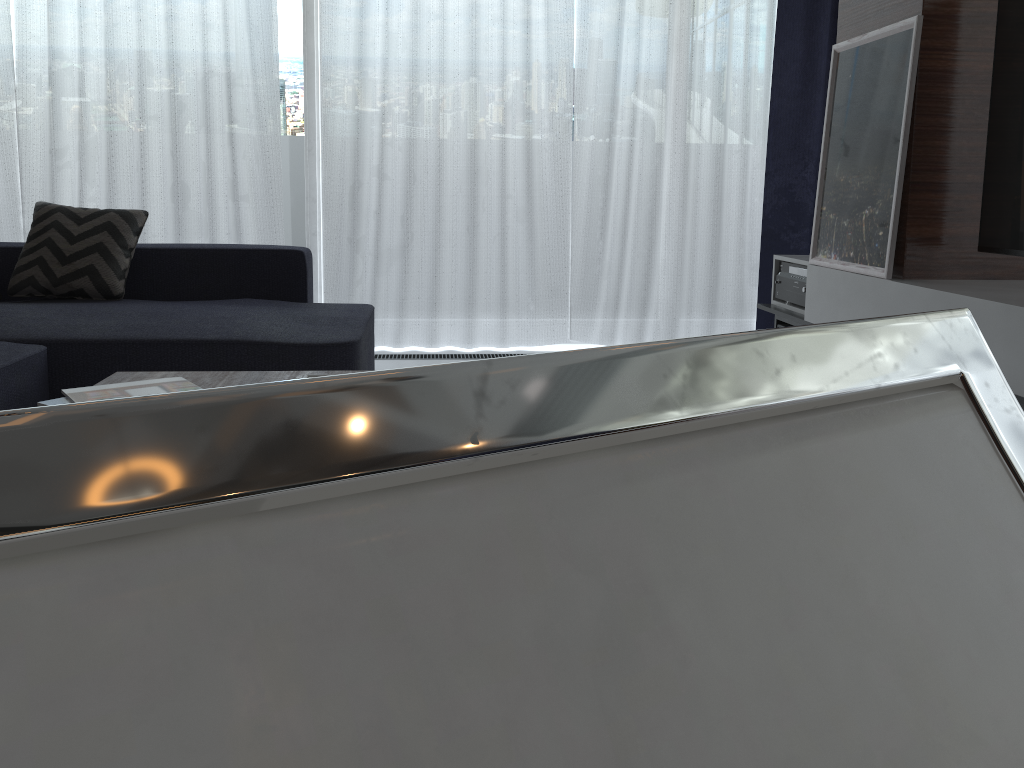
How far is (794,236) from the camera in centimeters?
405cm

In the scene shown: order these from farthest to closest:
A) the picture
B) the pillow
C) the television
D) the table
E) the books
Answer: the pillow < the picture < the television < the table < the books

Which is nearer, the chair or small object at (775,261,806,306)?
the chair

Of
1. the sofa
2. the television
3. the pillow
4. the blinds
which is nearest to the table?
the sofa

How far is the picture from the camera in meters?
2.4 m

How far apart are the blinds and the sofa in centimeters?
51cm

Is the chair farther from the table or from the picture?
the picture

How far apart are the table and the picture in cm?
156

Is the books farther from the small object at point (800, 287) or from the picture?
→ the small object at point (800, 287)

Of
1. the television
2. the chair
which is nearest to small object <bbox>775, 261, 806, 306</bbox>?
the television
